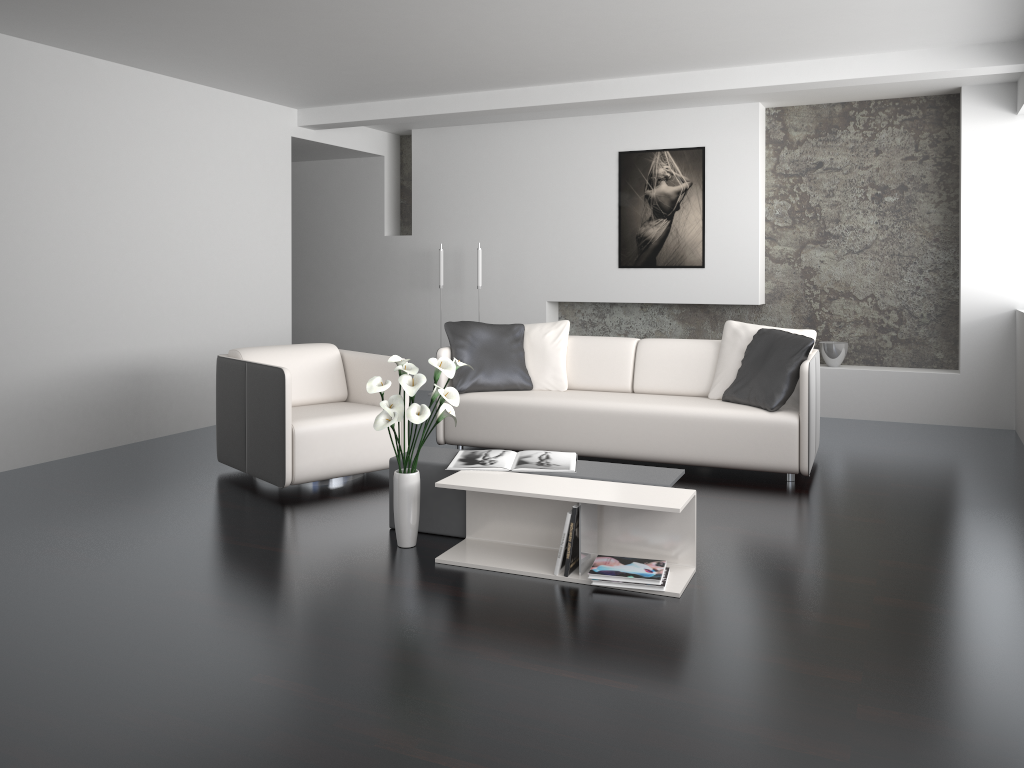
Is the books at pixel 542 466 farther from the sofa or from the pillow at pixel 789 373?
the pillow at pixel 789 373

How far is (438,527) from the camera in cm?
392

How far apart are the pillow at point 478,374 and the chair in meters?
0.6

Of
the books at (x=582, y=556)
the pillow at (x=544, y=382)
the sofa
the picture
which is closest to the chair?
the sofa

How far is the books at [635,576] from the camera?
3.27m

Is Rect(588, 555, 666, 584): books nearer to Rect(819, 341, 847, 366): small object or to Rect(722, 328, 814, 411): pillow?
Rect(722, 328, 814, 411): pillow

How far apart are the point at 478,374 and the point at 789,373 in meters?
1.9 m

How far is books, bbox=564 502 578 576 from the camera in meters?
3.3 m

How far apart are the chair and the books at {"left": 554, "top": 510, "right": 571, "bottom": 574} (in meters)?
1.72

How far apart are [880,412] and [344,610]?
5.1m
